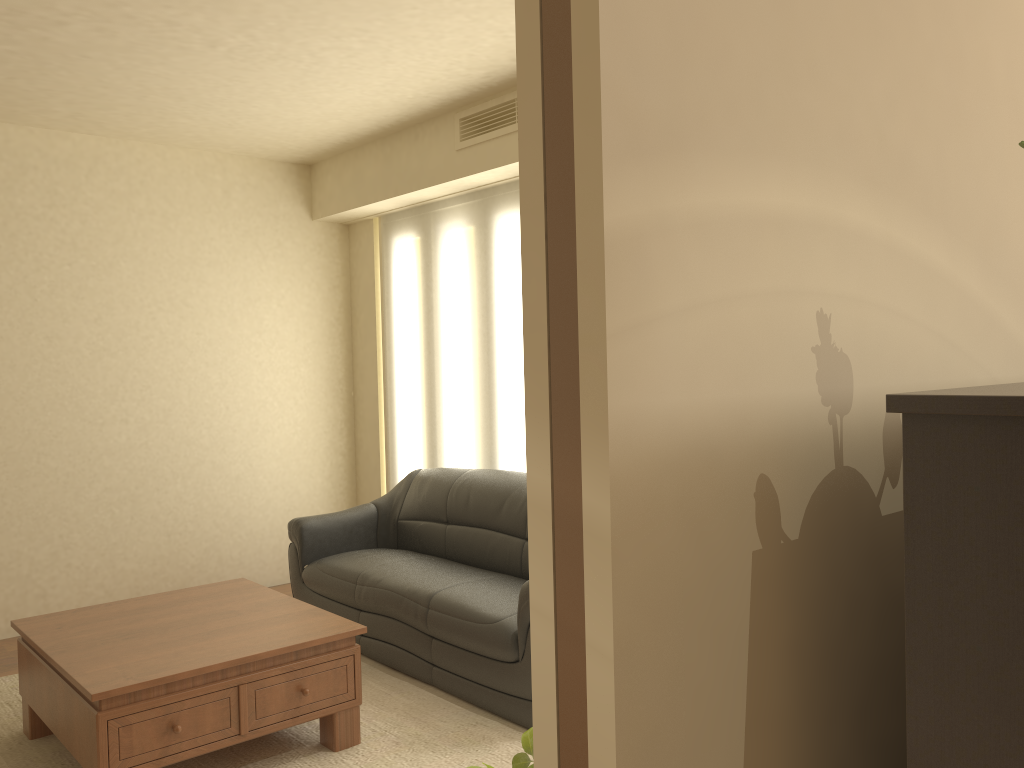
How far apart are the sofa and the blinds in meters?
0.2

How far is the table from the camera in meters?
3.0 m

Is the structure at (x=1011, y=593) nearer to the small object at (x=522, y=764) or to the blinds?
the small object at (x=522, y=764)

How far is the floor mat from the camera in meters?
3.5

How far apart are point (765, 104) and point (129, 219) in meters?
5.5

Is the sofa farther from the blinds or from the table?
the table

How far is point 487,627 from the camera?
3.8 meters

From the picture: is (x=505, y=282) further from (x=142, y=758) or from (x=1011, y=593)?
(x=1011, y=593)

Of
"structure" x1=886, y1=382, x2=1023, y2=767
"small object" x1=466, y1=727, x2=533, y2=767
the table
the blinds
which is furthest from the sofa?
"structure" x1=886, y1=382, x2=1023, y2=767

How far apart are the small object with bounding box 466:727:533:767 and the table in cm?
210
